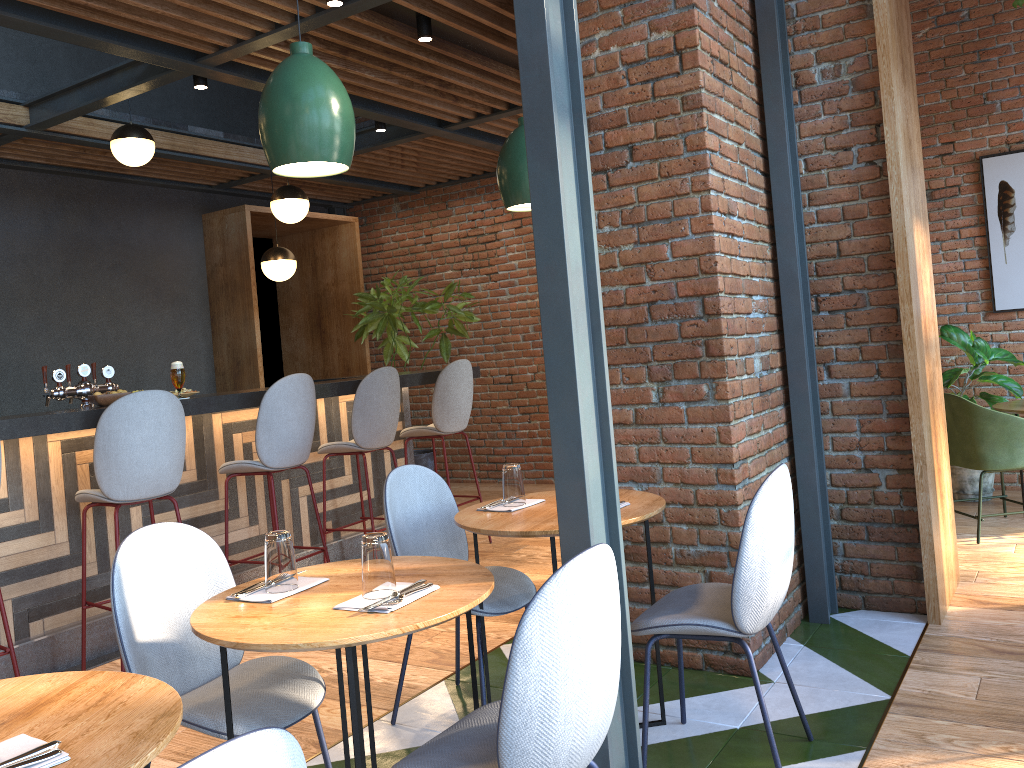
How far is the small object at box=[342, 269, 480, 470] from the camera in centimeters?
780cm

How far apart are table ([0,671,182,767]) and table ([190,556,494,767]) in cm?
21

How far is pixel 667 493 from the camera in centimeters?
344cm

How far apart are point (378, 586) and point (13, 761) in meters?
0.8 m

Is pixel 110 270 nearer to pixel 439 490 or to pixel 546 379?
pixel 439 490

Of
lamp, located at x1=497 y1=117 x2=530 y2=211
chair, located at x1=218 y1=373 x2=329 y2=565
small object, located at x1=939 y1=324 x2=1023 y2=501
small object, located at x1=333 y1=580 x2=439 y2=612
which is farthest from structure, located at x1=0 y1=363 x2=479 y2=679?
small object, located at x1=939 y1=324 x2=1023 y2=501

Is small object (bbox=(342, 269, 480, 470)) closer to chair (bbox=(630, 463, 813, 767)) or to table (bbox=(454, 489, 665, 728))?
table (bbox=(454, 489, 665, 728))

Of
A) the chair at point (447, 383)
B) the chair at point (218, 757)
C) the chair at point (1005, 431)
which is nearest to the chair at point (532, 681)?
the chair at point (218, 757)

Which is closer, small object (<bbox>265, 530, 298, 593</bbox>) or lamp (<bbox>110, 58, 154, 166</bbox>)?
small object (<bbox>265, 530, 298, 593</bbox>)

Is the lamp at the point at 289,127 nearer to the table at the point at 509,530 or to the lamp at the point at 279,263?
the table at the point at 509,530
